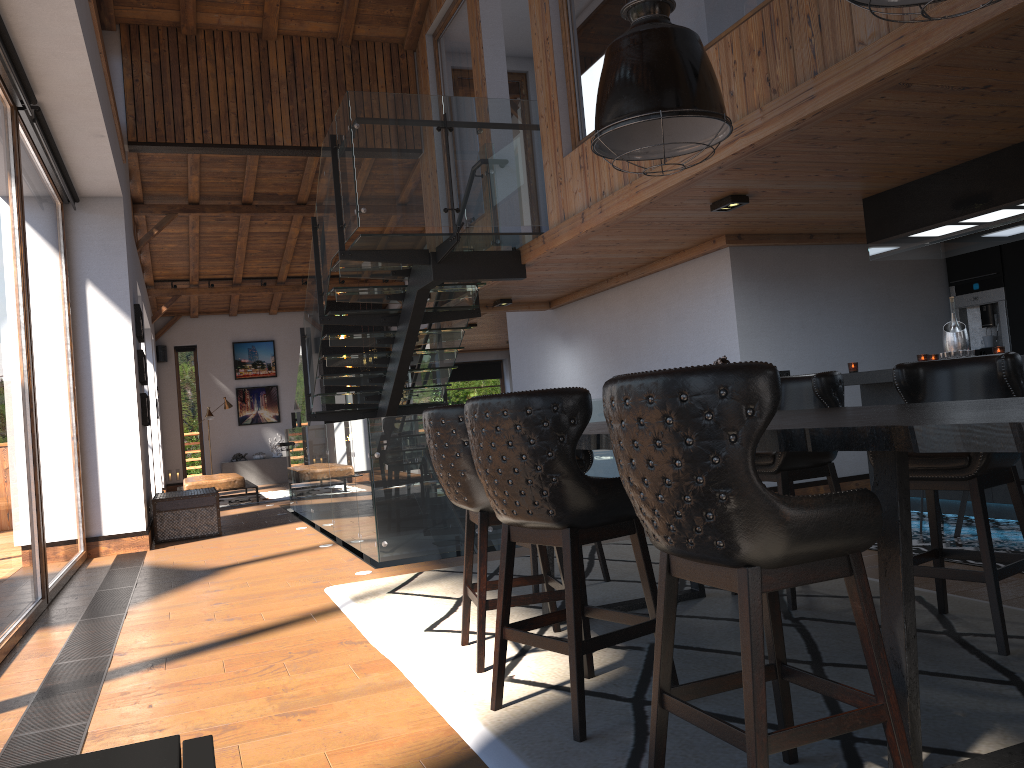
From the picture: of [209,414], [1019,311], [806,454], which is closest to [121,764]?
[806,454]

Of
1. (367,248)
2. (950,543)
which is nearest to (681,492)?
(950,543)

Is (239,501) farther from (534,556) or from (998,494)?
(998,494)

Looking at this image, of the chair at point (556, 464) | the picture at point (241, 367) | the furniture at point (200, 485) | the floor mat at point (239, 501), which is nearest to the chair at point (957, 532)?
the chair at point (556, 464)

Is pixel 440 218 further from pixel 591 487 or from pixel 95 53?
pixel 591 487

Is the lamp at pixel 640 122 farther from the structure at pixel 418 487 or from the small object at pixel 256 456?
the small object at pixel 256 456

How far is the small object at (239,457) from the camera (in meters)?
18.82

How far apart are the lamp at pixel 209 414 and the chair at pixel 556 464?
15.3m

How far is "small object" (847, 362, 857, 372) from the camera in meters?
6.8 m

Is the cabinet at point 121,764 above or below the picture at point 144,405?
below
